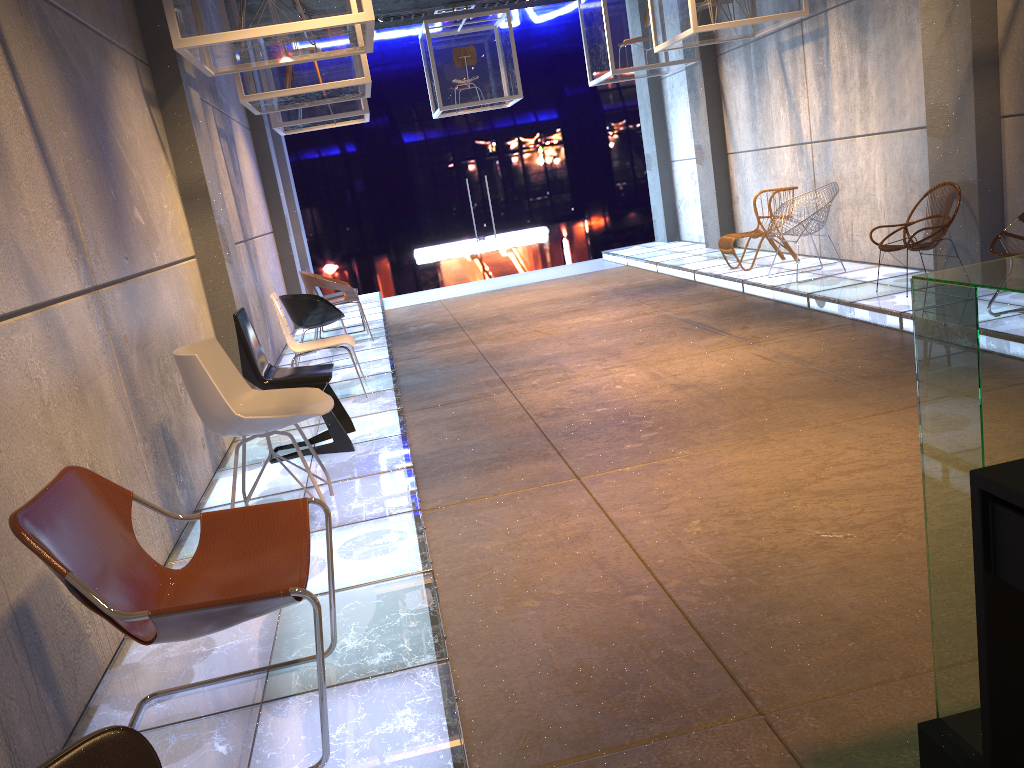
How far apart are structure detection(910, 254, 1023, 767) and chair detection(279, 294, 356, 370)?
6.43m

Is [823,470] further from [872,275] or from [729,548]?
[872,275]

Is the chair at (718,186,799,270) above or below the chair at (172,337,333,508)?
below

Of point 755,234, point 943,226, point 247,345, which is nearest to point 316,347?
point 247,345

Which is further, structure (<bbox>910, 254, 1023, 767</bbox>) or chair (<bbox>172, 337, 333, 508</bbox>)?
chair (<bbox>172, 337, 333, 508</bbox>)

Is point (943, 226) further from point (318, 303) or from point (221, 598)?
point (221, 598)

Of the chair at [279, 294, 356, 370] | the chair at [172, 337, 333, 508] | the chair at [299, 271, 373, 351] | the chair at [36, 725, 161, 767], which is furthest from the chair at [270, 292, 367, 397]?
the chair at [36, 725, 161, 767]

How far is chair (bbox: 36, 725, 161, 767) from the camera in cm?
149

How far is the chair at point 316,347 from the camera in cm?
653

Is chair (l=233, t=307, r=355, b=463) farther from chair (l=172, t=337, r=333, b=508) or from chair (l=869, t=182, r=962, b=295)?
chair (l=869, t=182, r=962, b=295)
